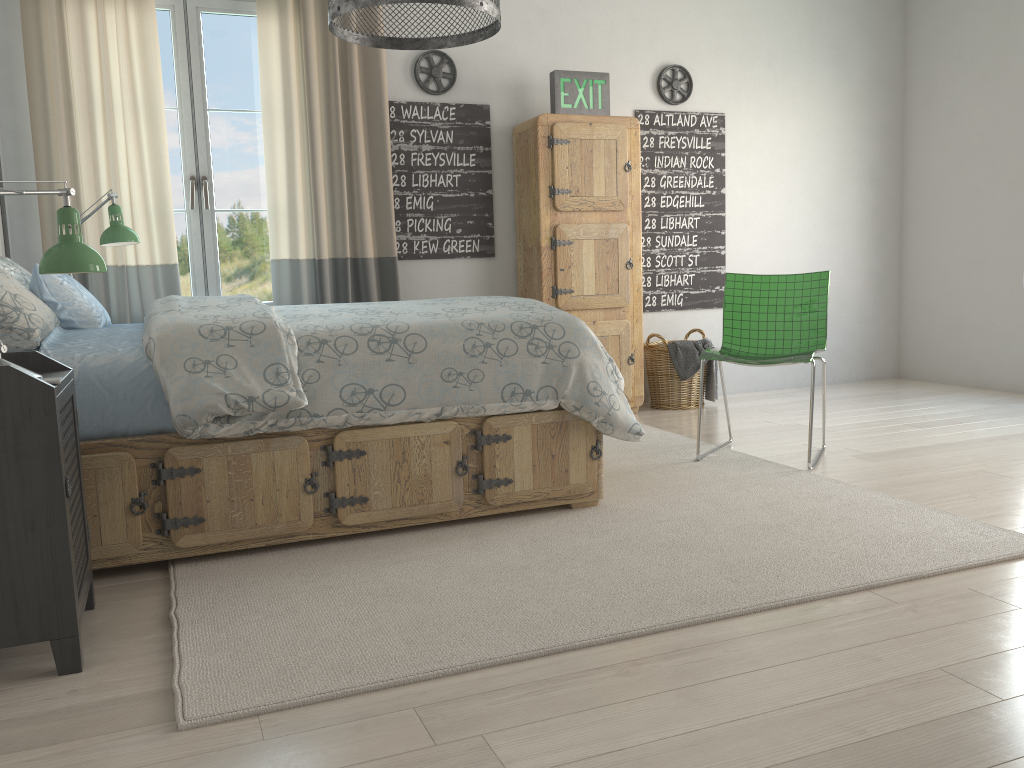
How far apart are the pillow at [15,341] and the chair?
2.29m

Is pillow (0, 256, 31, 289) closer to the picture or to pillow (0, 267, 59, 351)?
pillow (0, 267, 59, 351)

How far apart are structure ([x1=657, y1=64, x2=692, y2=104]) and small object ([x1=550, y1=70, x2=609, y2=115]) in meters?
0.5 m

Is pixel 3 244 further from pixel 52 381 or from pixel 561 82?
pixel 561 82

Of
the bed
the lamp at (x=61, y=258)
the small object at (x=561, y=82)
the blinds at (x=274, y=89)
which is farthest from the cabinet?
the lamp at (x=61, y=258)

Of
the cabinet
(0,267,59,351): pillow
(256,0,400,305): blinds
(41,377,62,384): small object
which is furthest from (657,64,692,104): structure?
(41,377,62,384): small object

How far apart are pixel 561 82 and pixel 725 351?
1.8m

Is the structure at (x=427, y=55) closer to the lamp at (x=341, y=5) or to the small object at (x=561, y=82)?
the small object at (x=561, y=82)

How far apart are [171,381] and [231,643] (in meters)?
0.74

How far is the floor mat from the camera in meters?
1.8
